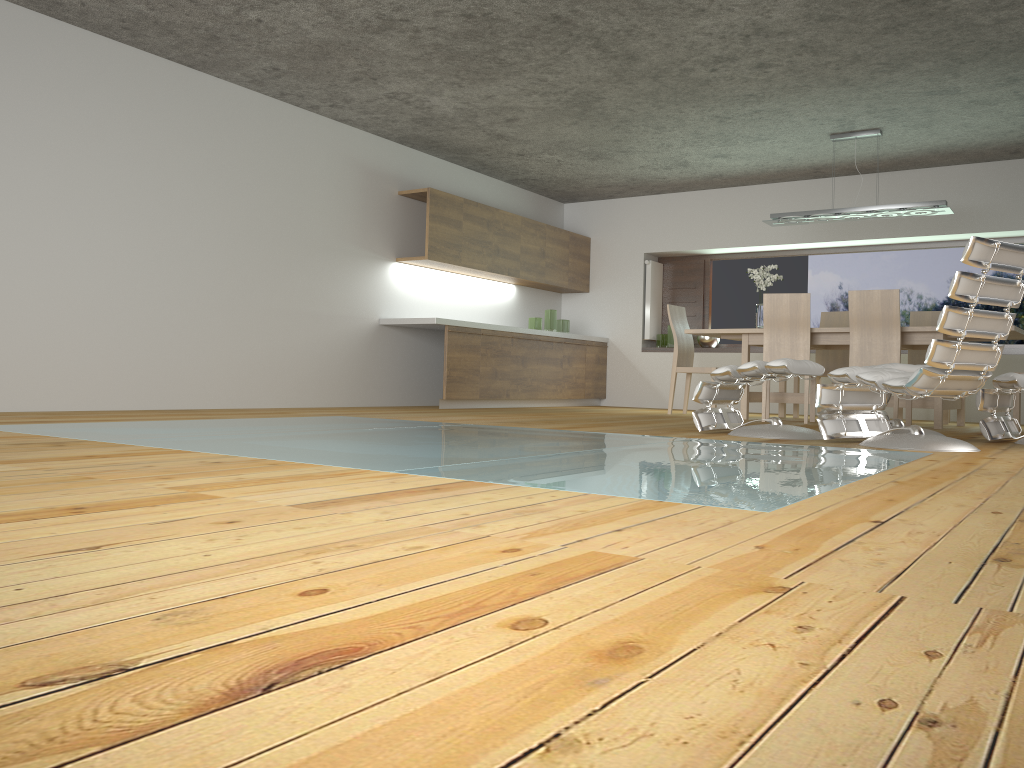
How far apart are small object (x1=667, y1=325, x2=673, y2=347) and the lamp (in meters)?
2.45

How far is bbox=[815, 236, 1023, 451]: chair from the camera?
4.0 meters

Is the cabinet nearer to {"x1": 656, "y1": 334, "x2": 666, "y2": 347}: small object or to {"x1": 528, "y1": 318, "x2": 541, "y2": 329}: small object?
{"x1": 528, "y1": 318, "x2": 541, "y2": 329}: small object

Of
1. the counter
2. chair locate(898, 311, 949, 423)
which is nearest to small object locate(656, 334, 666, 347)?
chair locate(898, 311, 949, 423)

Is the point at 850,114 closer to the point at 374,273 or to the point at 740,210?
the point at 740,210

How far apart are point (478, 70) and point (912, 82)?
3.0 meters

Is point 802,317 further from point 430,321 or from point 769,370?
point 430,321

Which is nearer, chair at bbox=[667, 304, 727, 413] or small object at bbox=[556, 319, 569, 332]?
chair at bbox=[667, 304, 727, 413]

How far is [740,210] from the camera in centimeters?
958cm

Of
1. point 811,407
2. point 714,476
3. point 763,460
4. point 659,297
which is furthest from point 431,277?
point 714,476
